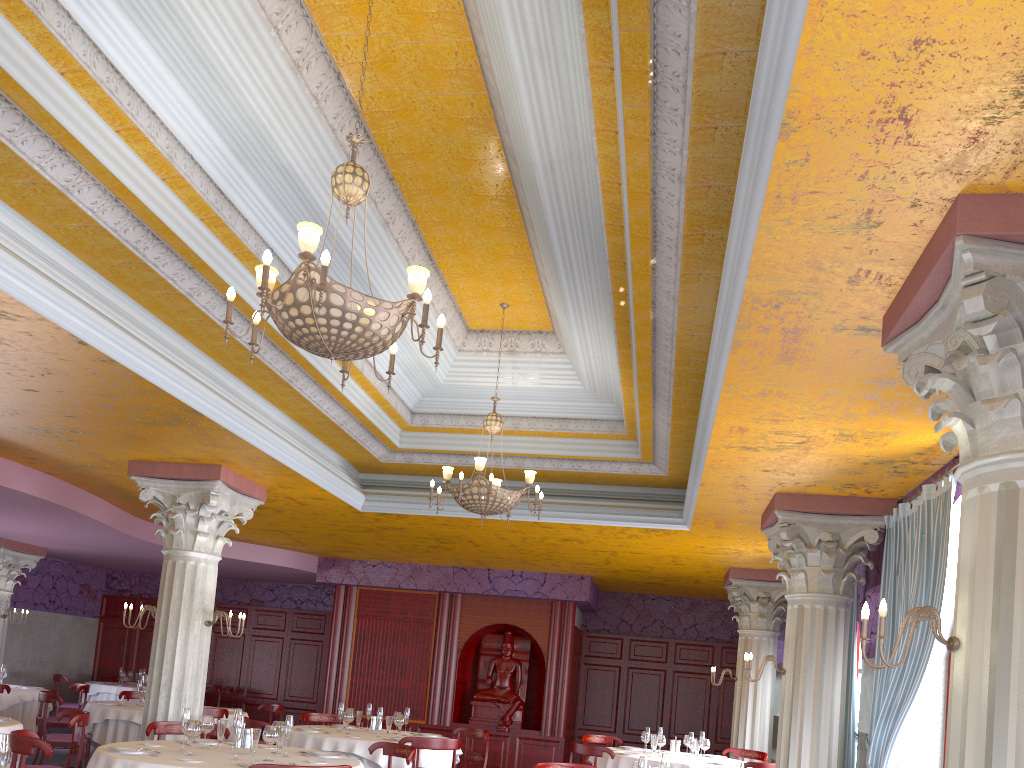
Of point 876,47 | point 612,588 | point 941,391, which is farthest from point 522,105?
point 612,588

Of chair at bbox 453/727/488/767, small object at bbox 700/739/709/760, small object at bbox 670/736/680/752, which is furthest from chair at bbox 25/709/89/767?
small object at bbox 700/739/709/760

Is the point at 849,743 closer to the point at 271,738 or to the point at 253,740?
the point at 271,738

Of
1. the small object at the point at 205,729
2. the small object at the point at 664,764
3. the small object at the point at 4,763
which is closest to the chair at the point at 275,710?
the small object at the point at 205,729

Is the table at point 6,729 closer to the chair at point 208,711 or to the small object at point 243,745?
the small object at point 243,745

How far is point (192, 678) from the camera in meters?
8.6

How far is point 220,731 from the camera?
6.56m

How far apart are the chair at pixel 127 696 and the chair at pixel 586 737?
6.3 meters

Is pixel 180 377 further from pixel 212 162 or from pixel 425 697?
pixel 425 697

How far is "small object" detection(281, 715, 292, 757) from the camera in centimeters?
639cm
